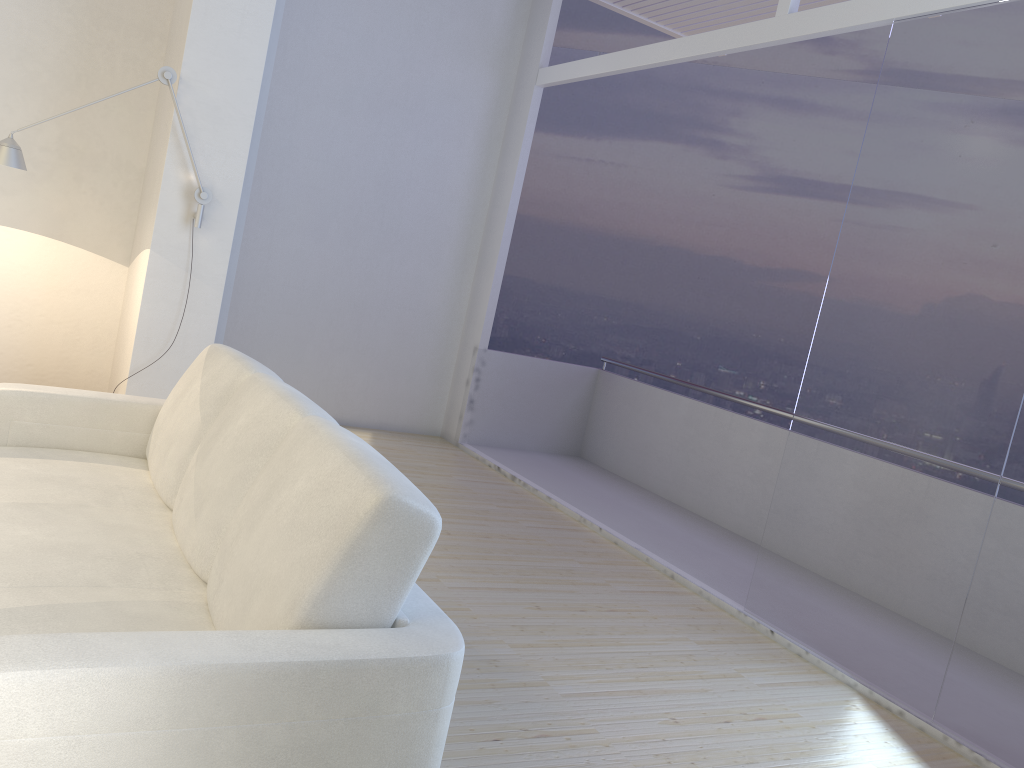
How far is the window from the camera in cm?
318

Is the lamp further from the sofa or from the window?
the window

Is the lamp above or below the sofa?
above

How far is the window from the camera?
3.18m

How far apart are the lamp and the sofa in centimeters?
108cm

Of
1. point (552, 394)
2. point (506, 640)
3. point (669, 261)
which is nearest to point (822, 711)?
point (506, 640)

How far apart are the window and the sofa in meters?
2.3 m

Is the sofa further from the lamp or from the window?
the window

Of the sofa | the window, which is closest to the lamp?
the sofa

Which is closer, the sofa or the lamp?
the sofa
